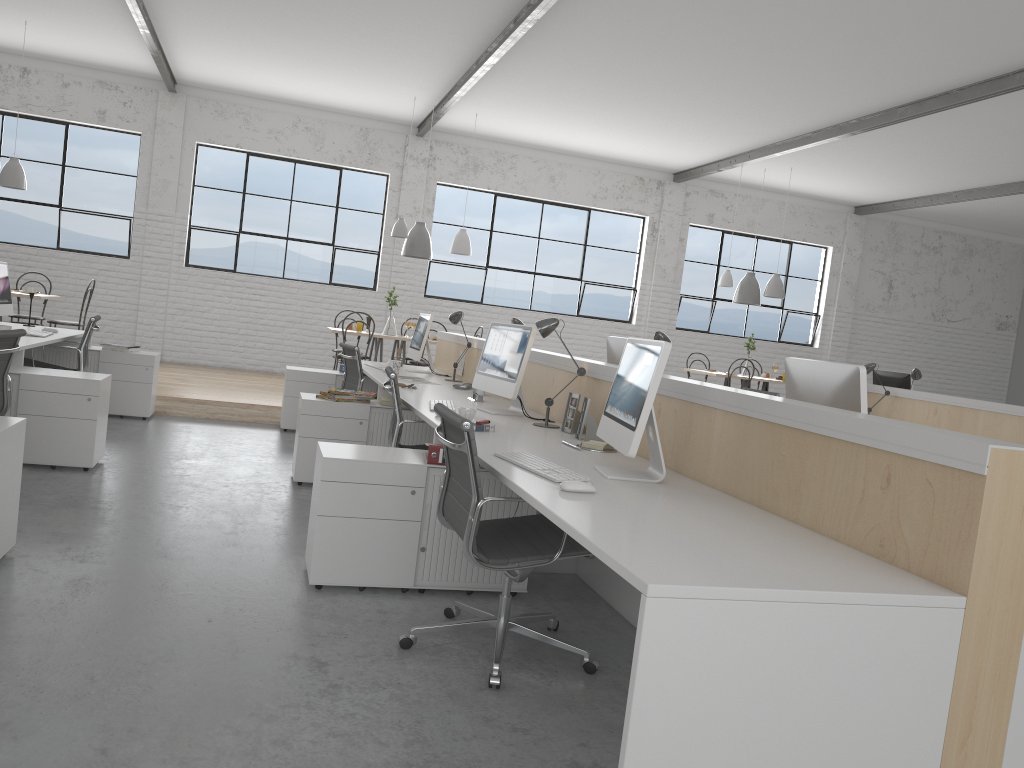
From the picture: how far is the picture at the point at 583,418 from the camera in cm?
303

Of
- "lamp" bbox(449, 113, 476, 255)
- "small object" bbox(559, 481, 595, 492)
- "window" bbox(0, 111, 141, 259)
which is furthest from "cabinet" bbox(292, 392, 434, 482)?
"window" bbox(0, 111, 141, 259)

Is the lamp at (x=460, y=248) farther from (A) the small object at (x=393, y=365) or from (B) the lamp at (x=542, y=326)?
(B) the lamp at (x=542, y=326)

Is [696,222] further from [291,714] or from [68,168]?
[291,714]

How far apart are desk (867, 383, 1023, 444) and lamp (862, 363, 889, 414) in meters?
0.2

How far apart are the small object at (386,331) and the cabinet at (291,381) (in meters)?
1.61

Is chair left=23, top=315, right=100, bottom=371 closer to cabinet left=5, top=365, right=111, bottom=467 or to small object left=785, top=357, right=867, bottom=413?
cabinet left=5, top=365, right=111, bottom=467

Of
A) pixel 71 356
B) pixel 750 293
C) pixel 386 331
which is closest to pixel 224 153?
pixel 386 331

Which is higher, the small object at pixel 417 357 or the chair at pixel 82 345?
the small object at pixel 417 357

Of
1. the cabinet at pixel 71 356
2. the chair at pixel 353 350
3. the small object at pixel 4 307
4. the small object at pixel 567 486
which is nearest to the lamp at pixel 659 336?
the small object at pixel 567 486
